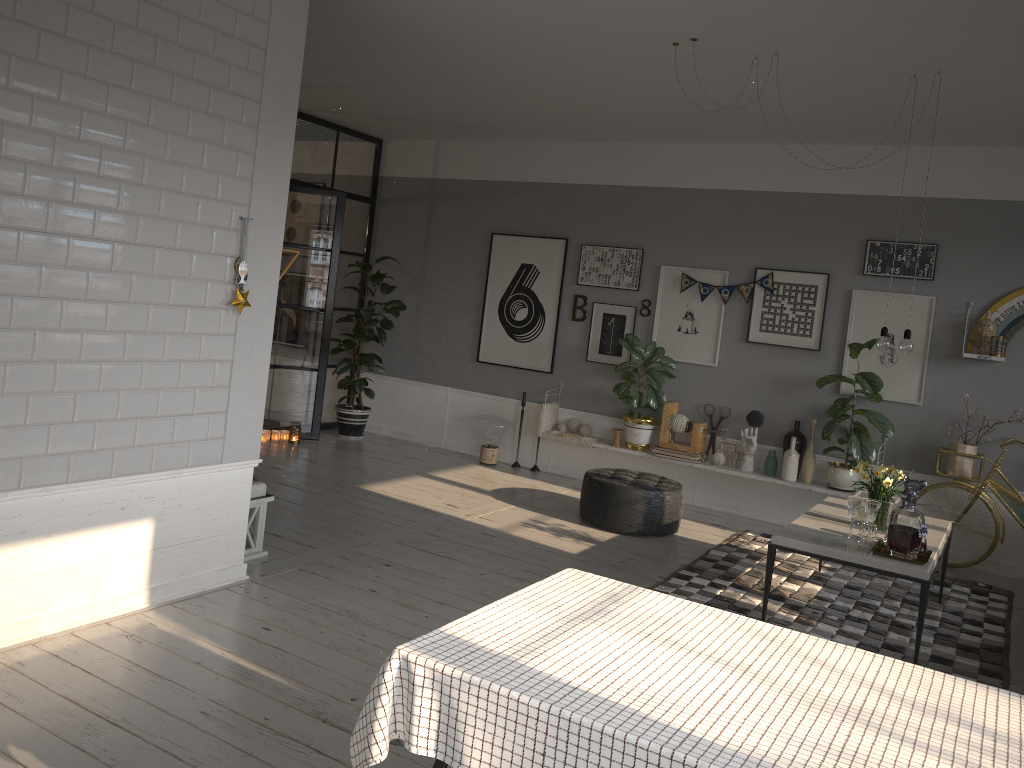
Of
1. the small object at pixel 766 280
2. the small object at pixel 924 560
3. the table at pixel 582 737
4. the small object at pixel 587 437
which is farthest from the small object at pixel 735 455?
the table at pixel 582 737

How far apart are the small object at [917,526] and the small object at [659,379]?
3.0m

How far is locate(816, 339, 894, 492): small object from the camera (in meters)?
6.38

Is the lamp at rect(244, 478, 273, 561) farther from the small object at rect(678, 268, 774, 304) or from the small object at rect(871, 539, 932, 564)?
the small object at rect(678, 268, 774, 304)

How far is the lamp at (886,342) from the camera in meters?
4.8 m

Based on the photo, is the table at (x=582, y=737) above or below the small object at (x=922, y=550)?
above

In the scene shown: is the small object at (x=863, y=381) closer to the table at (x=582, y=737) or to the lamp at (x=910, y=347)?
the lamp at (x=910, y=347)

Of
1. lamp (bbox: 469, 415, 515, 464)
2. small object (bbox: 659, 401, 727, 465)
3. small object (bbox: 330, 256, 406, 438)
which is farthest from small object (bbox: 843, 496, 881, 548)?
small object (bbox: 330, 256, 406, 438)

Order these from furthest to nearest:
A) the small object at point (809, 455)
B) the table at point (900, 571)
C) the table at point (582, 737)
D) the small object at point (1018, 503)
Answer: the small object at point (809, 455) < the small object at point (1018, 503) < the table at point (900, 571) < the table at point (582, 737)

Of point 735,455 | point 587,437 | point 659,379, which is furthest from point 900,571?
point 587,437
